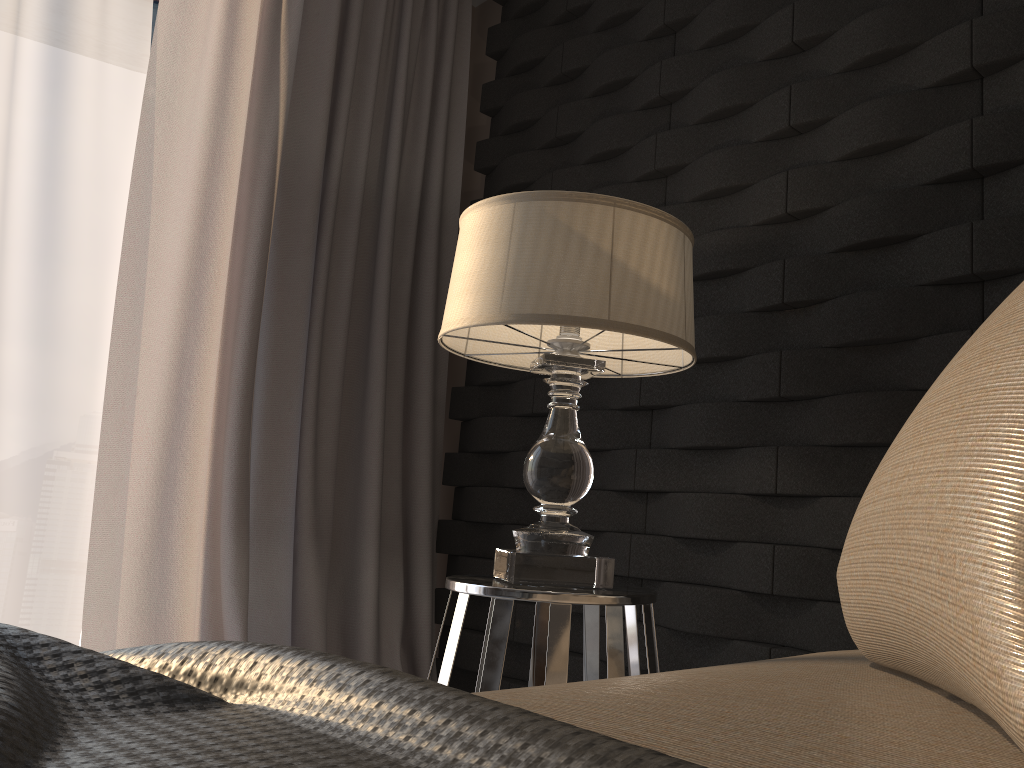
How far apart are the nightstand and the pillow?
0.72m

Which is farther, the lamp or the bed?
the lamp

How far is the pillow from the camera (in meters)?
0.32

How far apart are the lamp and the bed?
0.7m

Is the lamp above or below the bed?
above

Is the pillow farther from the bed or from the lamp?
the lamp

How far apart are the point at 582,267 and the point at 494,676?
0.6m

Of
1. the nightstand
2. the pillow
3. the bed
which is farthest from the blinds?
the pillow

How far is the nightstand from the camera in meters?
1.3 m

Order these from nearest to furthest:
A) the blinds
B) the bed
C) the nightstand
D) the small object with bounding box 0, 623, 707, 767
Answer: the small object with bounding box 0, 623, 707, 767 < the bed < the nightstand < the blinds
